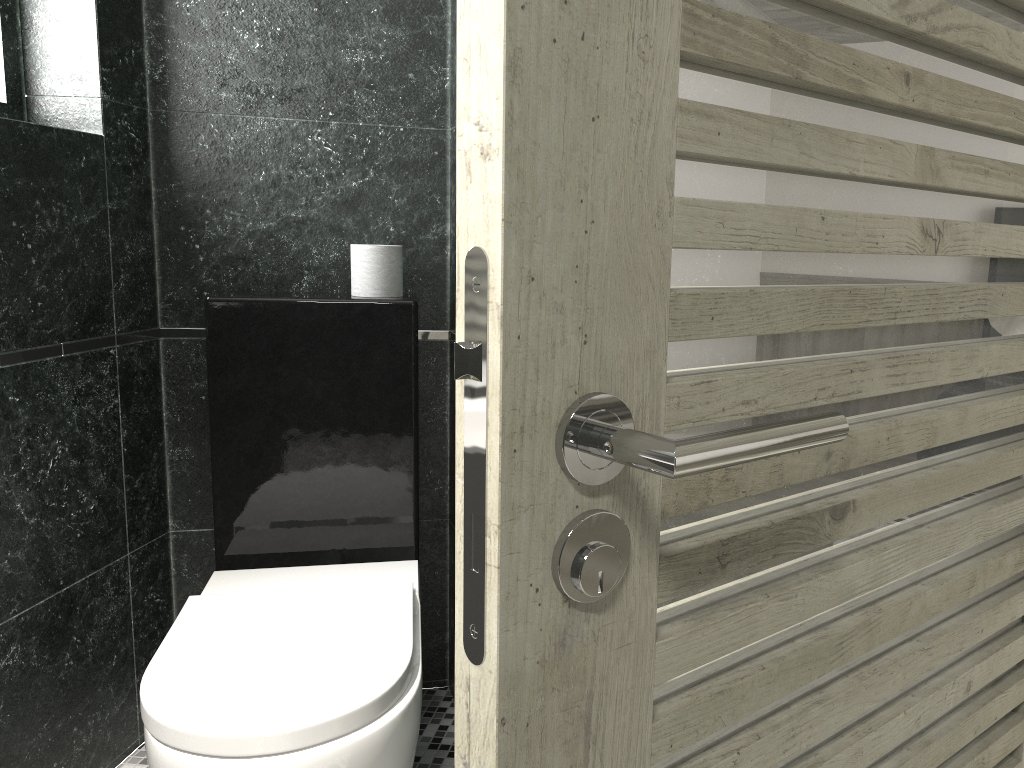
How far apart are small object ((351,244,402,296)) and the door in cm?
160

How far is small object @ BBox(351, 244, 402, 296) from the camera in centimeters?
227cm

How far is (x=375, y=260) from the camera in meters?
2.3

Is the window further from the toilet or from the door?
the door

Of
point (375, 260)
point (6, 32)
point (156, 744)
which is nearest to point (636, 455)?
point (156, 744)

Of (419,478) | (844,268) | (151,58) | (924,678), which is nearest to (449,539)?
(419,478)

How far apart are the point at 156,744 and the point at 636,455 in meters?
1.4

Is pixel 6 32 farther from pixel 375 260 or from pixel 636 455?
pixel 636 455

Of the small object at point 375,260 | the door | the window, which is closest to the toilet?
the small object at point 375,260

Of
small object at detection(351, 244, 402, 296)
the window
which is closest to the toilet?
small object at detection(351, 244, 402, 296)
